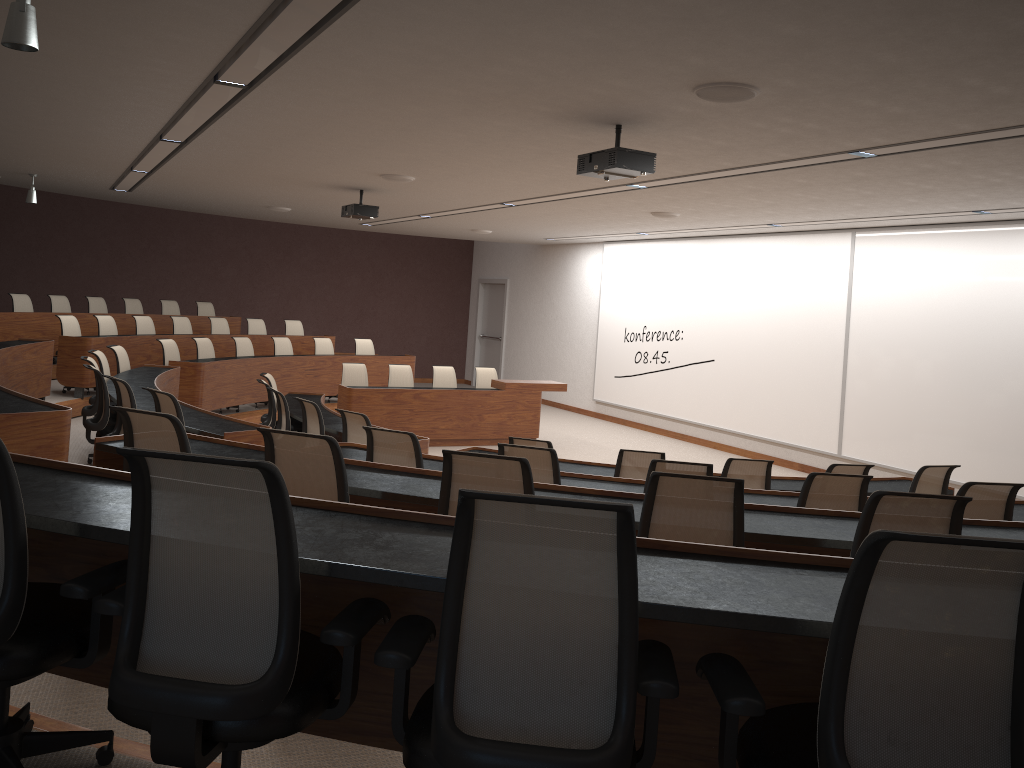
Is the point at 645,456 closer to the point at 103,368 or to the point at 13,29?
the point at 13,29

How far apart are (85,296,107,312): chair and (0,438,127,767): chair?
12.1 meters

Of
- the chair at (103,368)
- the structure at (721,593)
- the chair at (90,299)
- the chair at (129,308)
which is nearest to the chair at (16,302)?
the chair at (90,299)

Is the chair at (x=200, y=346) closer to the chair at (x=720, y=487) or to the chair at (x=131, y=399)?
the chair at (x=131, y=399)

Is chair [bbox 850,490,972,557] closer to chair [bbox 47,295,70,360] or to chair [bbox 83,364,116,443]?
chair [bbox 83,364,116,443]

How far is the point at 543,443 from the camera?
6.2m

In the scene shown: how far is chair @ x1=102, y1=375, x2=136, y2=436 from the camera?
6.4 meters

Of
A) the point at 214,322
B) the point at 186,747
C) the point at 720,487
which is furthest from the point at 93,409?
the point at 186,747

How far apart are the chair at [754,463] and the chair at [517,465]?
3.2 meters

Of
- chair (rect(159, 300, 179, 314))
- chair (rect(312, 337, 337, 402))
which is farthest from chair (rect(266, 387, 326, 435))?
chair (rect(159, 300, 179, 314))
